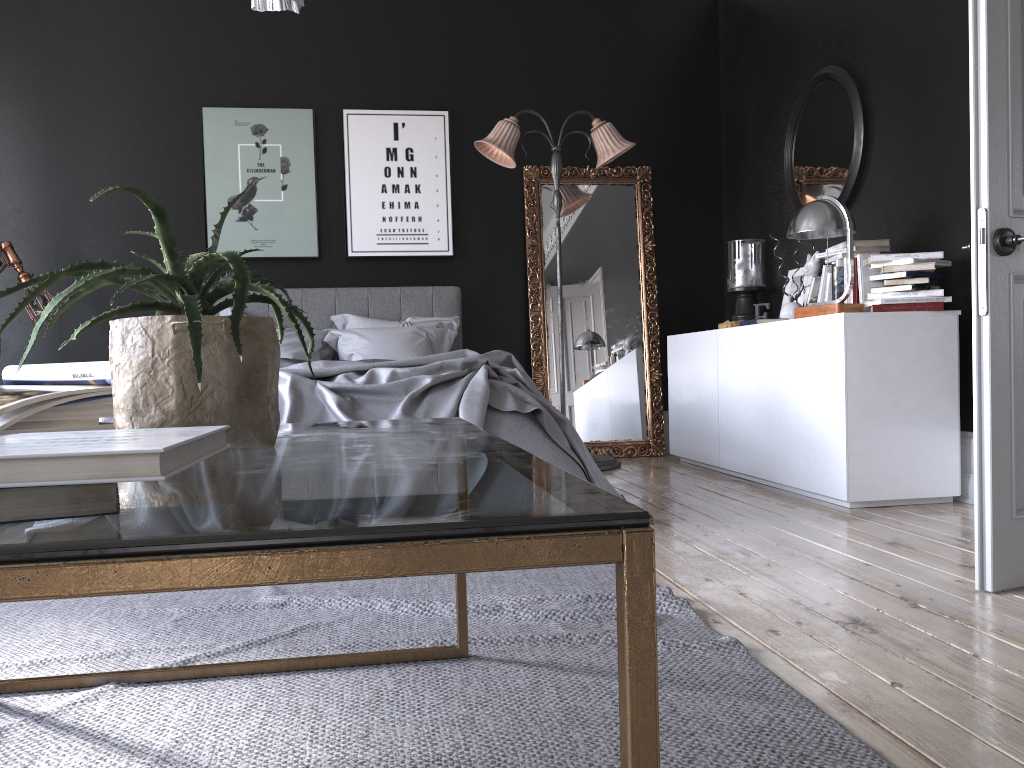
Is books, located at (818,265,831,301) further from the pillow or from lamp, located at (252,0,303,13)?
lamp, located at (252,0,303,13)

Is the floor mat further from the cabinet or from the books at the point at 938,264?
the books at the point at 938,264

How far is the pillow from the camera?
5.8m

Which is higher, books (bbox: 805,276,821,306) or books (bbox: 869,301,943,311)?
books (bbox: 805,276,821,306)

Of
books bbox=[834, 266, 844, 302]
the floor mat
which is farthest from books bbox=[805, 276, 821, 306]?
the floor mat

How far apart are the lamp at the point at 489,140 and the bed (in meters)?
0.97

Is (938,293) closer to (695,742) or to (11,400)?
(695,742)

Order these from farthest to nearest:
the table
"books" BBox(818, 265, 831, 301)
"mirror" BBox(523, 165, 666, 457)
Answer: "mirror" BBox(523, 165, 666, 457) < "books" BBox(818, 265, 831, 301) < the table

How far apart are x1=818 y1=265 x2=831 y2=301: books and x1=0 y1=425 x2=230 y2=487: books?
4.3m

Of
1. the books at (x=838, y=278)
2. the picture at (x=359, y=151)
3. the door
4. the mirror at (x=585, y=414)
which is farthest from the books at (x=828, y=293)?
the picture at (x=359, y=151)
